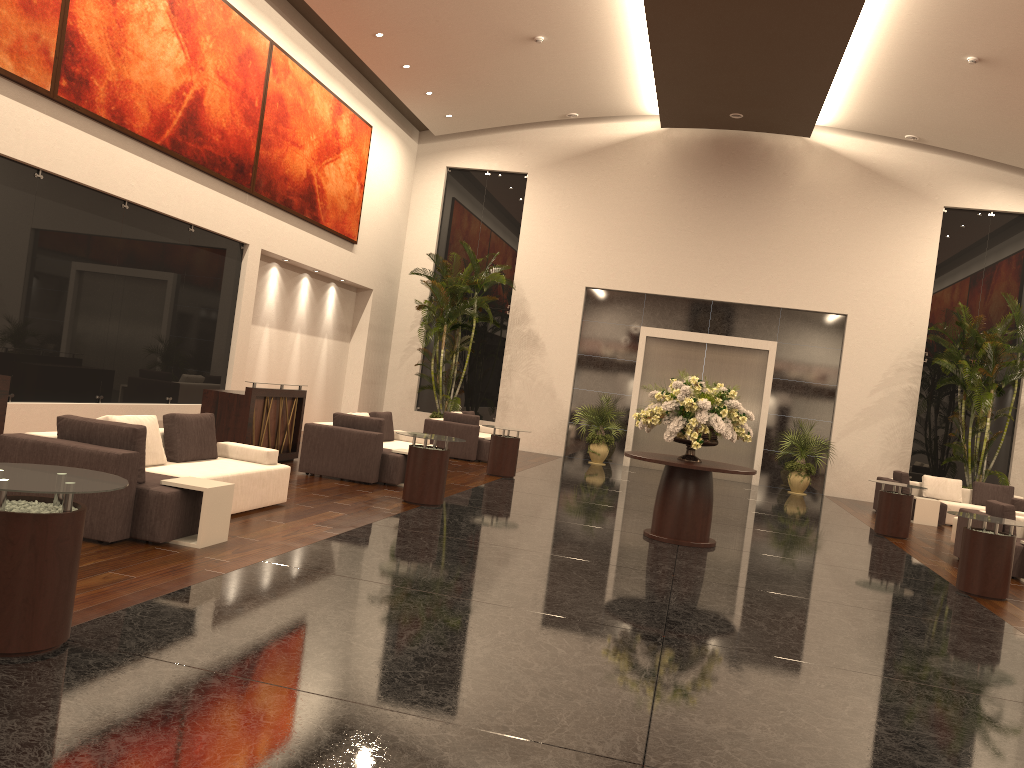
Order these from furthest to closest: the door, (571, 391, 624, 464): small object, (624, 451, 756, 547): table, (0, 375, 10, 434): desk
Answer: the door → (571, 391, 624, 464): small object → (624, 451, 756, 547): table → (0, 375, 10, 434): desk

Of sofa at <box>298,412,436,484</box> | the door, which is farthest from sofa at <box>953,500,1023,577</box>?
the door

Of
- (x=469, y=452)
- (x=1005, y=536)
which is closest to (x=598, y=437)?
(x=469, y=452)

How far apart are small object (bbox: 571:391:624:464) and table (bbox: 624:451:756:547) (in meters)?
9.17

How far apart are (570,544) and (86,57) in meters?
7.9 m

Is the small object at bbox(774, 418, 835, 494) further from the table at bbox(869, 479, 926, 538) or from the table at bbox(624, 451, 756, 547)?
the table at bbox(624, 451, 756, 547)

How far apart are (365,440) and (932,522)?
10.6m

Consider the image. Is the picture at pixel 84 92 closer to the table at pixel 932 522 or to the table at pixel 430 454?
the table at pixel 430 454

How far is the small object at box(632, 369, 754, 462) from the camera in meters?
9.7

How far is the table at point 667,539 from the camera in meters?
9.9
